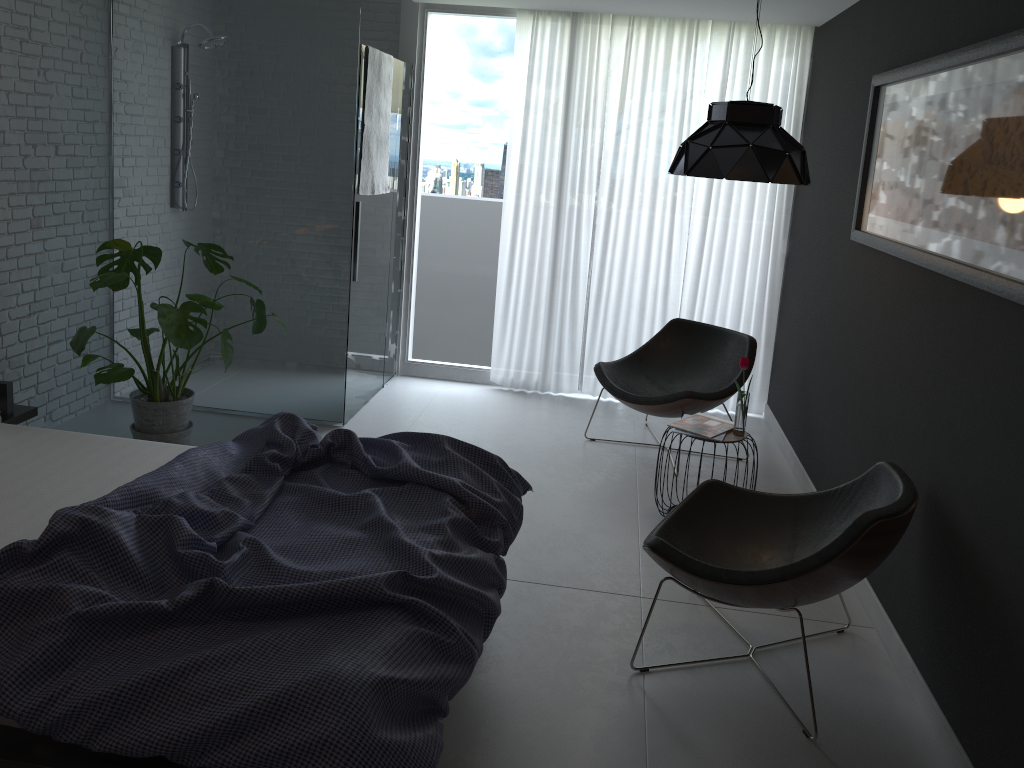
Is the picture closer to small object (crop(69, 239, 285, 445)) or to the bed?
the bed

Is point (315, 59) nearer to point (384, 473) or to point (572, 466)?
point (572, 466)

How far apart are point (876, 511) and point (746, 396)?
1.40m

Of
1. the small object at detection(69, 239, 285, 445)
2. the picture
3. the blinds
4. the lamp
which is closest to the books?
the picture

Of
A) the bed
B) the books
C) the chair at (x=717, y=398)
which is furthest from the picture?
the bed

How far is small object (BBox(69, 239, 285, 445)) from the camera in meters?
3.9 m

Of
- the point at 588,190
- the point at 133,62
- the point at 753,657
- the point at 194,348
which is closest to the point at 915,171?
the point at 753,657

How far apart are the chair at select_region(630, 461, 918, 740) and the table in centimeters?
60cm

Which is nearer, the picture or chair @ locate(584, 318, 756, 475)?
the picture

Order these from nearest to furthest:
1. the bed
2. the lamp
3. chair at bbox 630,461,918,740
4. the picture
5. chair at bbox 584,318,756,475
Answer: the bed → the picture → chair at bbox 630,461,918,740 → the lamp → chair at bbox 584,318,756,475
